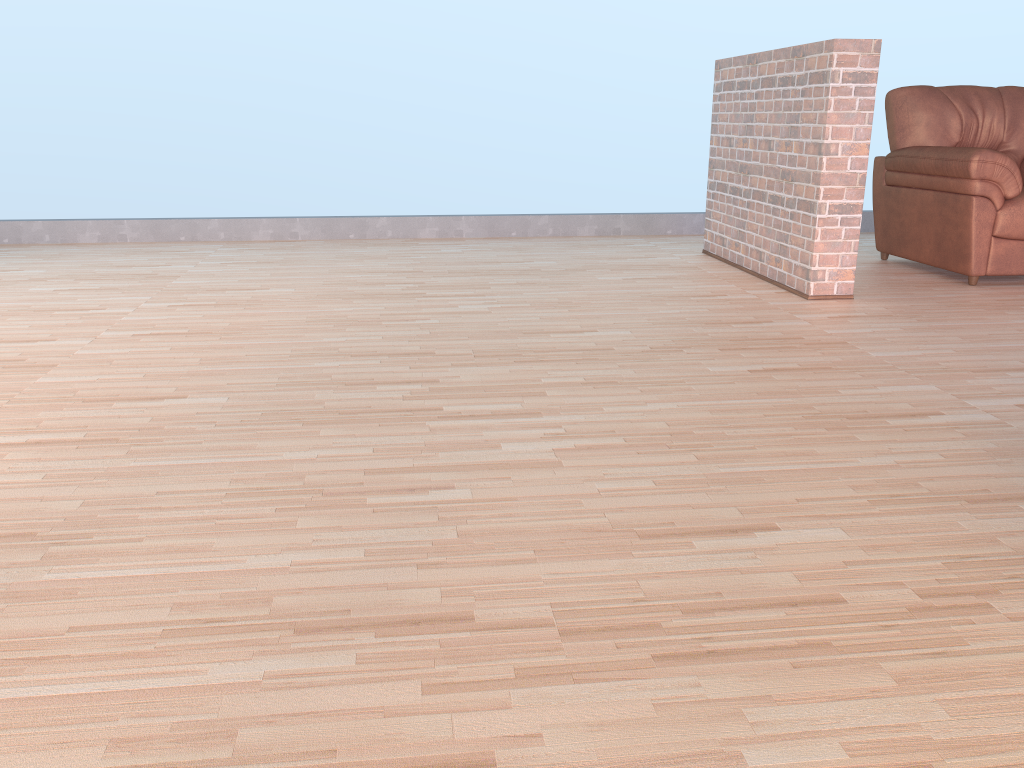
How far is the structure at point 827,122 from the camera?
3.6 meters

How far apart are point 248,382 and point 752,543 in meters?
1.6 m

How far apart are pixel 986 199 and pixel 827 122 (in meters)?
0.98

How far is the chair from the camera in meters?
4.0

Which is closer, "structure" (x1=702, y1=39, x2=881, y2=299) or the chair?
"structure" (x1=702, y1=39, x2=881, y2=299)

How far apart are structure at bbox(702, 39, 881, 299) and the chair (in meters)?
0.65

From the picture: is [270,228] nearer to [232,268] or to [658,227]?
[232,268]
